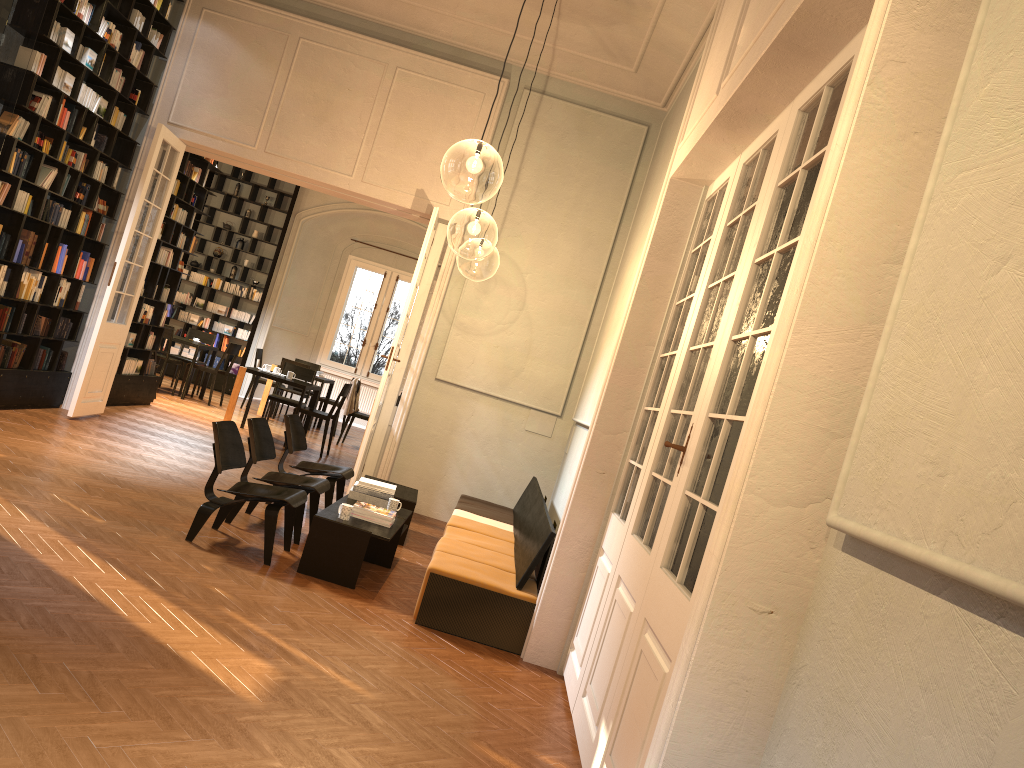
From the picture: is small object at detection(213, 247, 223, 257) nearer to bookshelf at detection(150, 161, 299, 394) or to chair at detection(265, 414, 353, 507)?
bookshelf at detection(150, 161, 299, 394)

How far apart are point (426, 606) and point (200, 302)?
12.9m

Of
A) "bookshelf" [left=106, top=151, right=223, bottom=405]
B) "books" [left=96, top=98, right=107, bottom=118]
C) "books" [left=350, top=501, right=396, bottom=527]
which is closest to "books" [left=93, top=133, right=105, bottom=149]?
"books" [left=96, top=98, right=107, bottom=118]

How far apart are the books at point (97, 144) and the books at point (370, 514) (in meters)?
5.18

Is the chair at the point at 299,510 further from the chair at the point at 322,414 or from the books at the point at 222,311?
the books at the point at 222,311

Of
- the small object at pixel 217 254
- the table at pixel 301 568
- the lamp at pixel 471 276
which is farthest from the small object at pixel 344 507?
the small object at pixel 217 254

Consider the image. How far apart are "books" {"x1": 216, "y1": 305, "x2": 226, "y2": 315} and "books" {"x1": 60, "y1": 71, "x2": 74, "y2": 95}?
9.0 meters

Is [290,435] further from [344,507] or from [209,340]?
[209,340]

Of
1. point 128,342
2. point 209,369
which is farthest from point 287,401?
point 128,342

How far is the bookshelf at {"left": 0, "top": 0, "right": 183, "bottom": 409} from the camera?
7.4 meters
